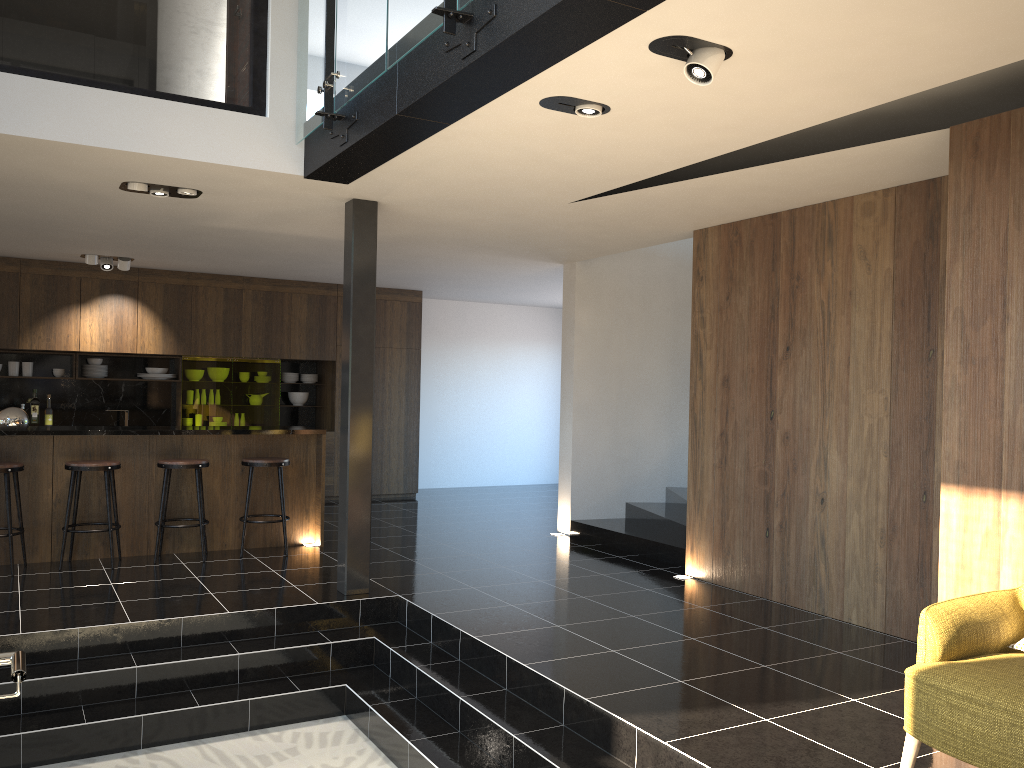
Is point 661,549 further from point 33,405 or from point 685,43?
point 33,405

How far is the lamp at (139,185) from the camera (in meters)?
5.71

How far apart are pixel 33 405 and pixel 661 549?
7.2 meters

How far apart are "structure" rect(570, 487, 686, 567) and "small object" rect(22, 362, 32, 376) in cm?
625

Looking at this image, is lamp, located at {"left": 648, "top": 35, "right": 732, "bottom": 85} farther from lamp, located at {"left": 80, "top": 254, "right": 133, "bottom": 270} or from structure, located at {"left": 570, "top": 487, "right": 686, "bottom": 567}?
lamp, located at {"left": 80, "top": 254, "right": 133, "bottom": 270}

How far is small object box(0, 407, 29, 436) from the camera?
6.67m

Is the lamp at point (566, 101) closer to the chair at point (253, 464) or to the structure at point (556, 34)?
the structure at point (556, 34)

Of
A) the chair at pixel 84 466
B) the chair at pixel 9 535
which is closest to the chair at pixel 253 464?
the chair at pixel 84 466

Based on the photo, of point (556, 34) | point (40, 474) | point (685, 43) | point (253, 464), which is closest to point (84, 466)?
point (40, 474)

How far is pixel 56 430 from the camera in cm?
677
